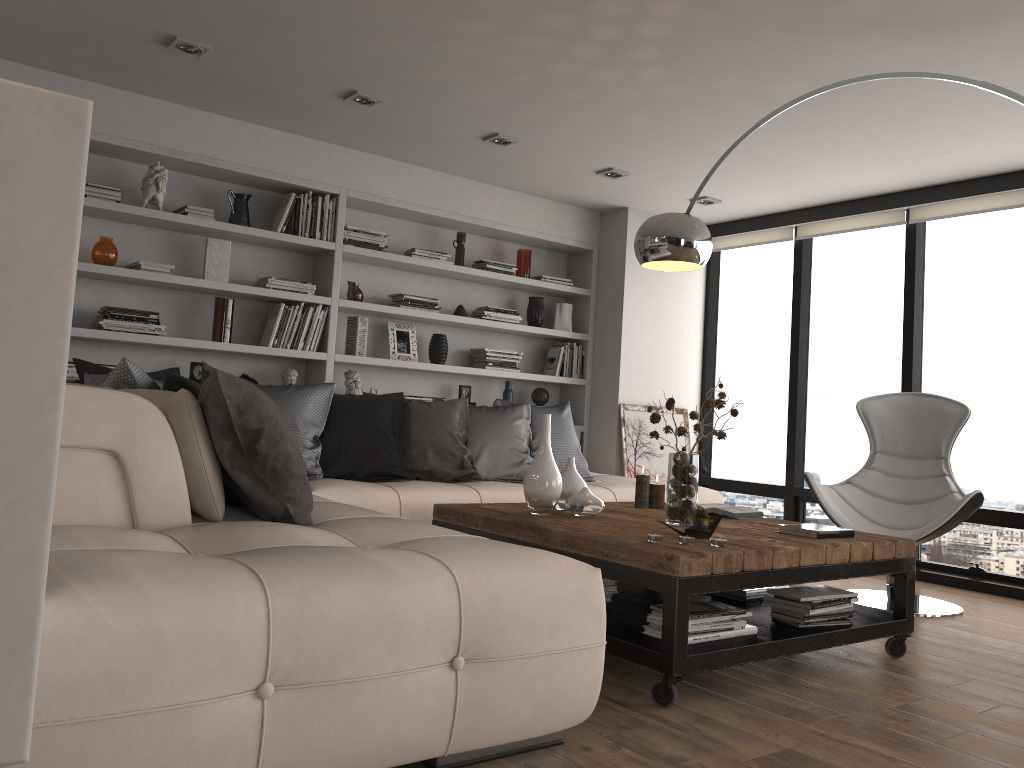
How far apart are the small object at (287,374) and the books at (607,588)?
2.7m

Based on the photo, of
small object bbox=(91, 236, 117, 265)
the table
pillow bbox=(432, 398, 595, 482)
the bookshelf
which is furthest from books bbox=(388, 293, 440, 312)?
the table

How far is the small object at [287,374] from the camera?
5.31m

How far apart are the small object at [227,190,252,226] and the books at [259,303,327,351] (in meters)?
0.51

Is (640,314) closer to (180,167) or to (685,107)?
(685,107)

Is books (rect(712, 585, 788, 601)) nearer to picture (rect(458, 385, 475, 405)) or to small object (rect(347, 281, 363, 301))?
picture (rect(458, 385, 475, 405))

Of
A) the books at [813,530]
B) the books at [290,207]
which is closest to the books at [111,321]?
the books at [290,207]

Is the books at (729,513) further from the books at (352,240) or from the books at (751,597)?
the books at (352,240)

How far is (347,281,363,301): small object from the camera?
5.6m

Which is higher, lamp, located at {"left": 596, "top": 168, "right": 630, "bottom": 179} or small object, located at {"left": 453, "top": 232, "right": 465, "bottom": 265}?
lamp, located at {"left": 596, "top": 168, "right": 630, "bottom": 179}
